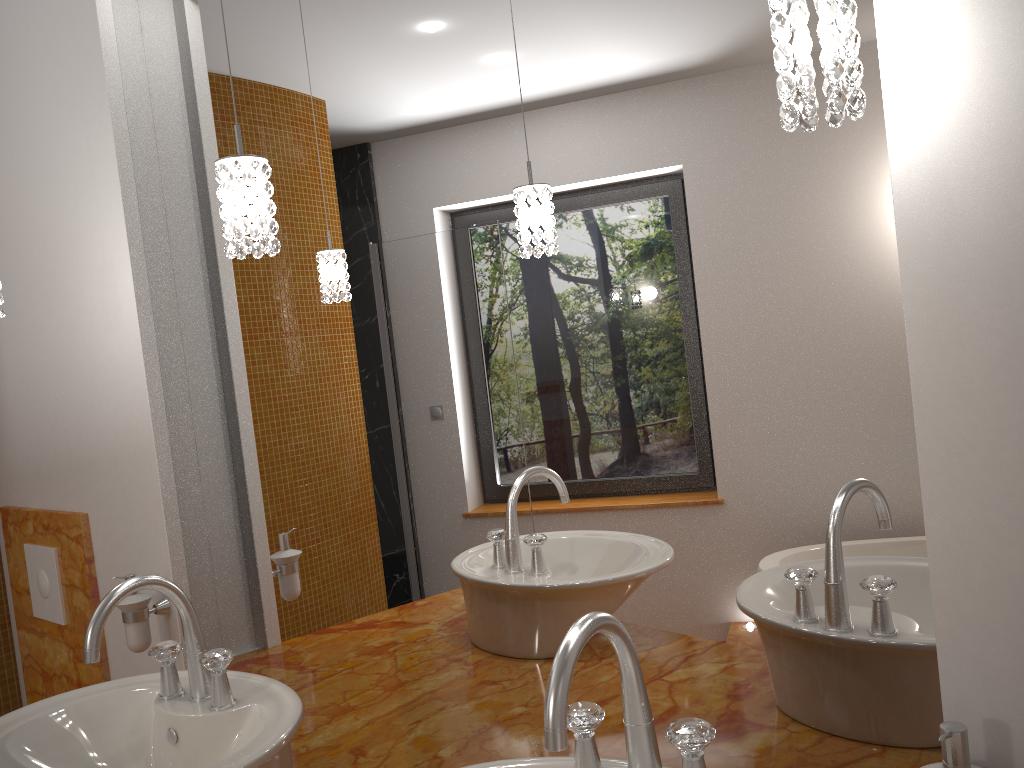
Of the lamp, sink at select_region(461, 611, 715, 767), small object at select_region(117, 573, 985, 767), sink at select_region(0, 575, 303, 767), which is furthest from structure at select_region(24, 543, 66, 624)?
sink at select_region(461, 611, 715, 767)

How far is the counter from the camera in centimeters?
141cm

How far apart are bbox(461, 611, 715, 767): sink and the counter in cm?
39

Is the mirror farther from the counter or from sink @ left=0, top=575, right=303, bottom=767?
sink @ left=0, top=575, right=303, bottom=767

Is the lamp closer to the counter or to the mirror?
the mirror

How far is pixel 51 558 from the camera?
2.3m

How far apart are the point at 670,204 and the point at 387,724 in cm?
102

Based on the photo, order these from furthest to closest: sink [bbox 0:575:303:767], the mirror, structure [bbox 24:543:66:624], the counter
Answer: structure [bbox 24:543:66:624] < the counter < sink [bbox 0:575:303:767] < the mirror

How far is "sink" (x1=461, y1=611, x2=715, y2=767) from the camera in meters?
0.8

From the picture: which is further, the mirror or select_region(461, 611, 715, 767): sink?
the mirror
